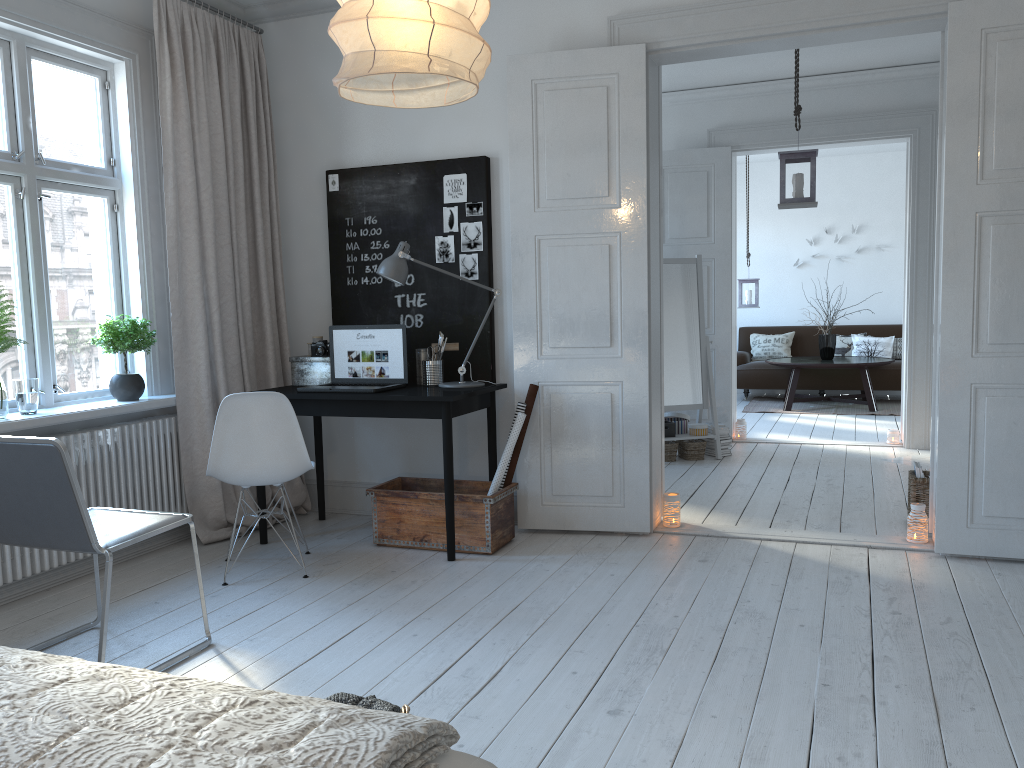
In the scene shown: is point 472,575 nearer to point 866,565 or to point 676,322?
point 866,565

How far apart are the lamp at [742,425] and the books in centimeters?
291cm

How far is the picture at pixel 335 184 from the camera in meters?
4.8

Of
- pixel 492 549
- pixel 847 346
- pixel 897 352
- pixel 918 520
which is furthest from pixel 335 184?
pixel 897 352

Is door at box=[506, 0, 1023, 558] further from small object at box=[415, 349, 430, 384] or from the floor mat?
the floor mat

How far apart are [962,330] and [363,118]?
3.15m

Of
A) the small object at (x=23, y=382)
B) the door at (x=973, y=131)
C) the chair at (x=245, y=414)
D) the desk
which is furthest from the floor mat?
the small object at (x=23, y=382)

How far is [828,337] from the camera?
9.36m

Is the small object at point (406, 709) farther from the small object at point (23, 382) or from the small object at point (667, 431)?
the small object at point (667, 431)

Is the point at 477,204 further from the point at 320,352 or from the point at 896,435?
the point at 896,435
